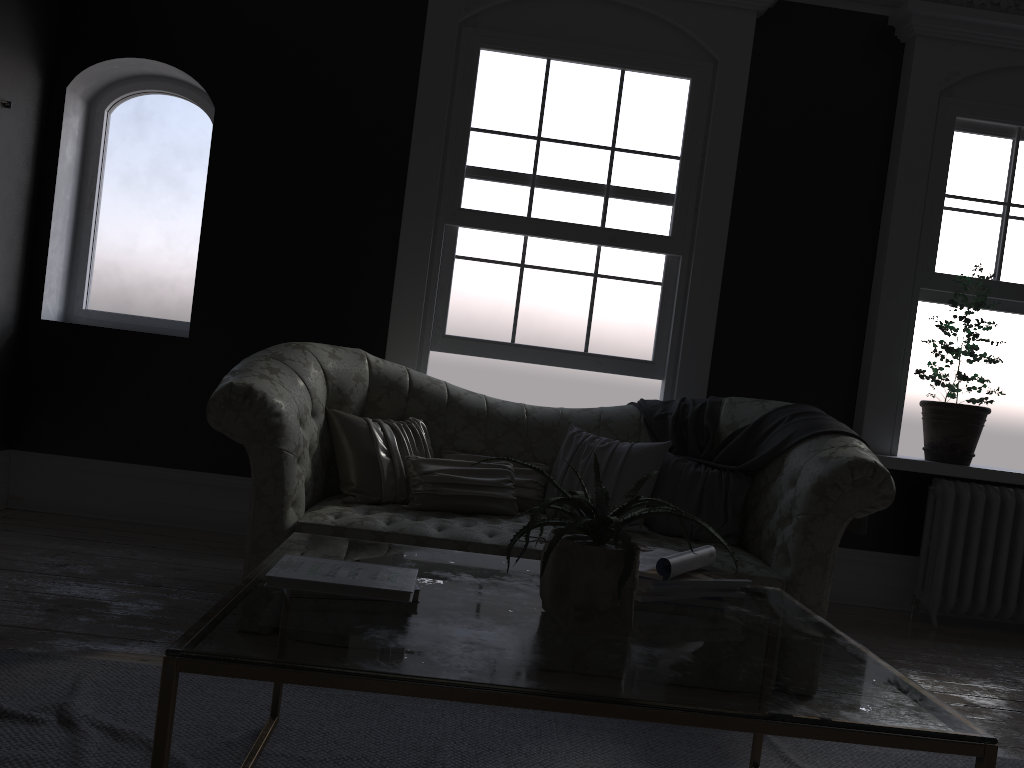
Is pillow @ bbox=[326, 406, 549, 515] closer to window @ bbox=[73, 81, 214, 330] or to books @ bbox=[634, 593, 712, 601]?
window @ bbox=[73, 81, 214, 330]

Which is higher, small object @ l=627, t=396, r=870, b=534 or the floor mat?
small object @ l=627, t=396, r=870, b=534

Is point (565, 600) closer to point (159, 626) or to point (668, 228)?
point (159, 626)

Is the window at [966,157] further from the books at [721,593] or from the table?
the books at [721,593]

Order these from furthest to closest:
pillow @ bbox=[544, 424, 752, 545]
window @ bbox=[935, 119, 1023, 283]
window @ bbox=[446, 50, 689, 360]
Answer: window @ bbox=[935, 119, 1023, 283] → window @ bbox=[446, 50, 689, 360] → pillow @ bbox=[544, 424, 752, 545]

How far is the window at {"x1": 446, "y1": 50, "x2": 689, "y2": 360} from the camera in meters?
5.1 m

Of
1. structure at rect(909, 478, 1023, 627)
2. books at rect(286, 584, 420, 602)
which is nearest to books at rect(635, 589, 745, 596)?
books at rect(286, 584, 420, 602)

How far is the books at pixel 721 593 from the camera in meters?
2.2

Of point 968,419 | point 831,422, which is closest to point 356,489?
point 831,422

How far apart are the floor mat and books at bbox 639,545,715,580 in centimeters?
68cm
